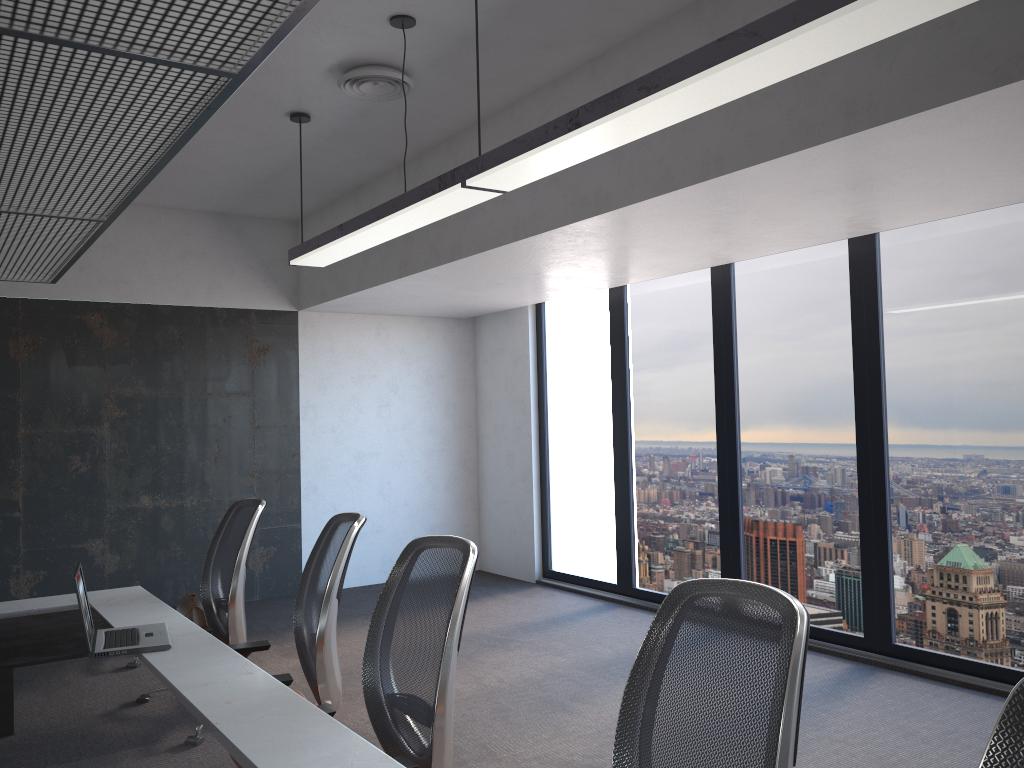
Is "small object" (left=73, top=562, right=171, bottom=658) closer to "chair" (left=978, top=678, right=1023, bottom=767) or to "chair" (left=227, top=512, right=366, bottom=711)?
"chair" (left=227, top=512, right=366, bottom=711)

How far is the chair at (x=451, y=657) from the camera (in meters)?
2.42

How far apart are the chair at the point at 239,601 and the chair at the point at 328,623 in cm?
37

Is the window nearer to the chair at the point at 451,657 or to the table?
the chair at the point at 451,657

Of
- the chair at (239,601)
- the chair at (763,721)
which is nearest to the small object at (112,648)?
the chair at (239,601)

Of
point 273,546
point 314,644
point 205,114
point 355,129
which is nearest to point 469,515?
point 273,546

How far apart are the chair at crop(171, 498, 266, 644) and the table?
0.2m

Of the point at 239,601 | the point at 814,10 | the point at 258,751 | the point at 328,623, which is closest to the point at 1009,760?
the point at 258,751

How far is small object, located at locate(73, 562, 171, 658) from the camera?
3.0m

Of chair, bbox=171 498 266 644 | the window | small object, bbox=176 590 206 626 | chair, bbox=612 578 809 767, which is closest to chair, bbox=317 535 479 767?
chair, bbox=612 578 809 767
